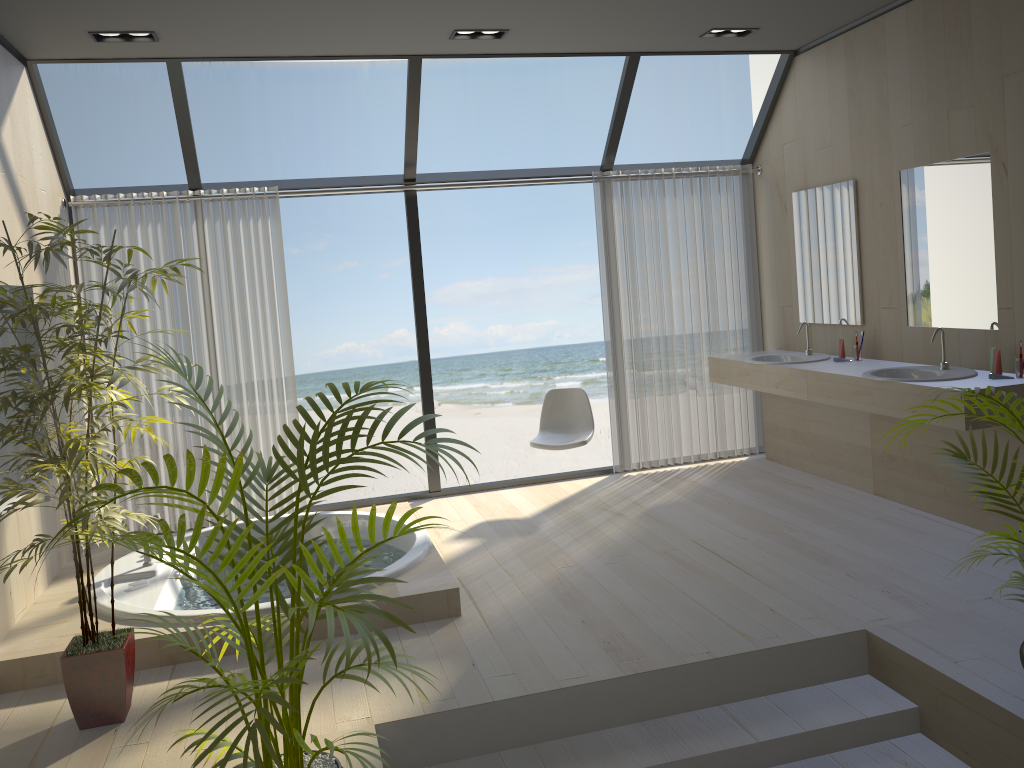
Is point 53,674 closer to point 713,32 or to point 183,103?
point 183,103

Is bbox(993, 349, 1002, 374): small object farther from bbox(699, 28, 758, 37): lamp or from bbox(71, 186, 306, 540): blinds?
bbox(71, 186, 306, 540): blinds

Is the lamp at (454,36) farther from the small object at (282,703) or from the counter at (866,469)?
the small object at (282,703)

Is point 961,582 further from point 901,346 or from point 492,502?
point 492,502

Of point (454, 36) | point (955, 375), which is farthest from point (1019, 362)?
point (454, 36)

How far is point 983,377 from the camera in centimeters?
421cm

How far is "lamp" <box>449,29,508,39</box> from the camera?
4.8 meters

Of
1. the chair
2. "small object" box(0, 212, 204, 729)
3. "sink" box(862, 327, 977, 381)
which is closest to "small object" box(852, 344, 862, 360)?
"sink" box(862, 327, 977, 381)

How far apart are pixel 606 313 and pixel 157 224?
2.9m

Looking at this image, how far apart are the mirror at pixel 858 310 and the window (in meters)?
0.59
